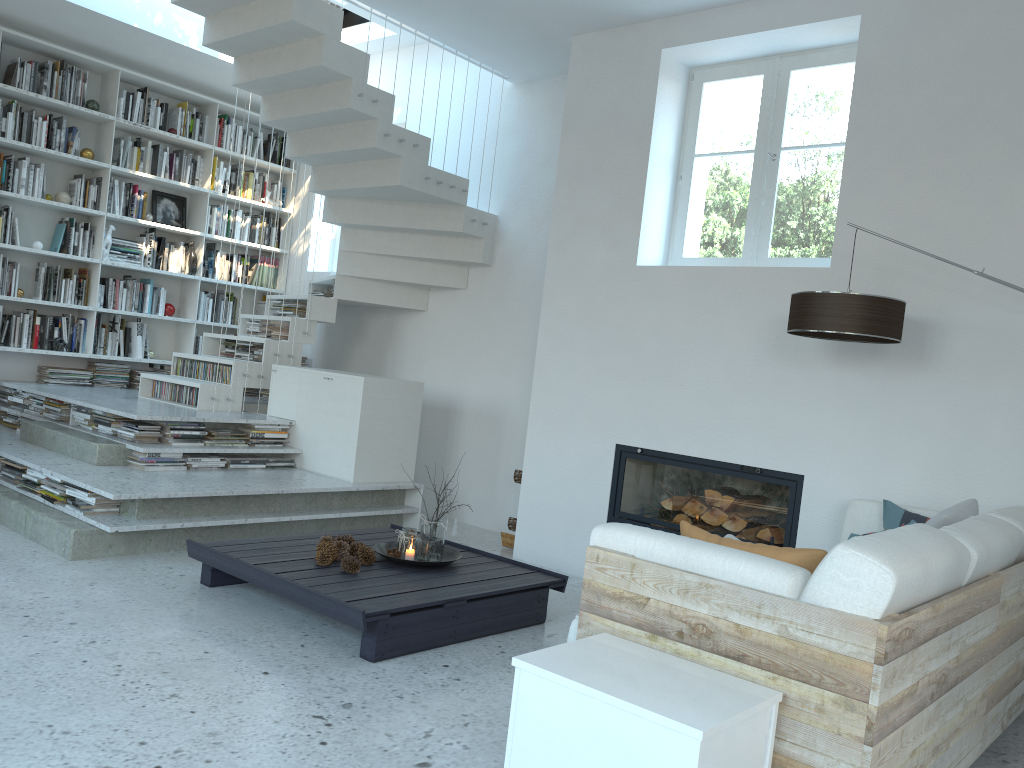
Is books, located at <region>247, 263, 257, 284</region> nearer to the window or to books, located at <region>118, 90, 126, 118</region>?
books, located at <region>118, 90, 126, 118</region>

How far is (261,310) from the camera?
8.2 meters

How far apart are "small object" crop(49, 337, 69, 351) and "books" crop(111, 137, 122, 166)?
1.49m

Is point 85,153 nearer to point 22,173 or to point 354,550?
point 22,173

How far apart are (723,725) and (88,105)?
6.77m

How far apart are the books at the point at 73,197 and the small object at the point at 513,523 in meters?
4.3

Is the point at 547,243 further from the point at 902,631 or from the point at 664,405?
the point at 902,631

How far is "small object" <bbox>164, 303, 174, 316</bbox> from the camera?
7.4m

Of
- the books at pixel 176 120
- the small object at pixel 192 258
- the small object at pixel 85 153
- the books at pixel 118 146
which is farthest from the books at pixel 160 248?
the books at pixel 176 120

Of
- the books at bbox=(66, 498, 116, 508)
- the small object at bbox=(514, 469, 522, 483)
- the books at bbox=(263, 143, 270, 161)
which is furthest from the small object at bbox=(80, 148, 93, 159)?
the small object at bbox=(514, 469, 522, 483)
